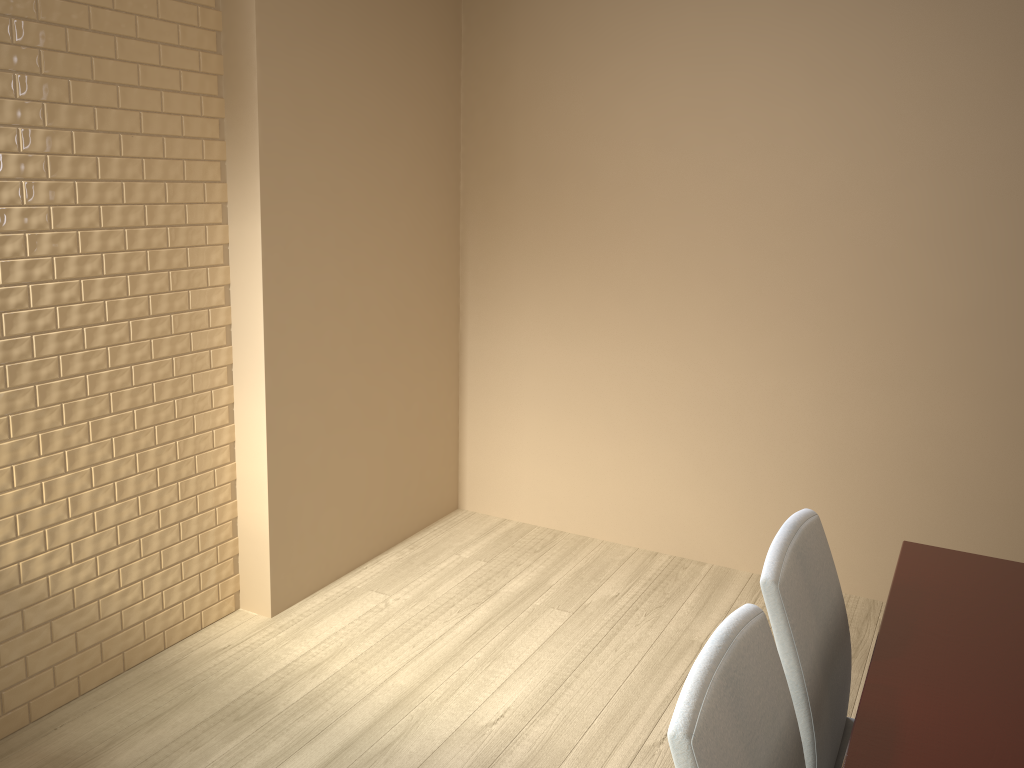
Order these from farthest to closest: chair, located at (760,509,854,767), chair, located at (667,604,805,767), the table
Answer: chair, located at (760,509,854,767) → the table → chair, located at (667,604,805,767)

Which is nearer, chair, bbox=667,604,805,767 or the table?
chair, bbox=667,604,805,767

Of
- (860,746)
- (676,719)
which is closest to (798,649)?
(860,746)

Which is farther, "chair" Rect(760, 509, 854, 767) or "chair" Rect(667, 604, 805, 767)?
"chair" Rect(760, 509, 854, 767)

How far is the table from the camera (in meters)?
1.23

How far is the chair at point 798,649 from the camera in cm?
143

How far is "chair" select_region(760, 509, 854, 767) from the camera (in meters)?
1.43

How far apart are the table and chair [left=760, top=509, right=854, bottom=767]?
0.1 meters

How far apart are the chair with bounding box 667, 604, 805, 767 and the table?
0.1m
